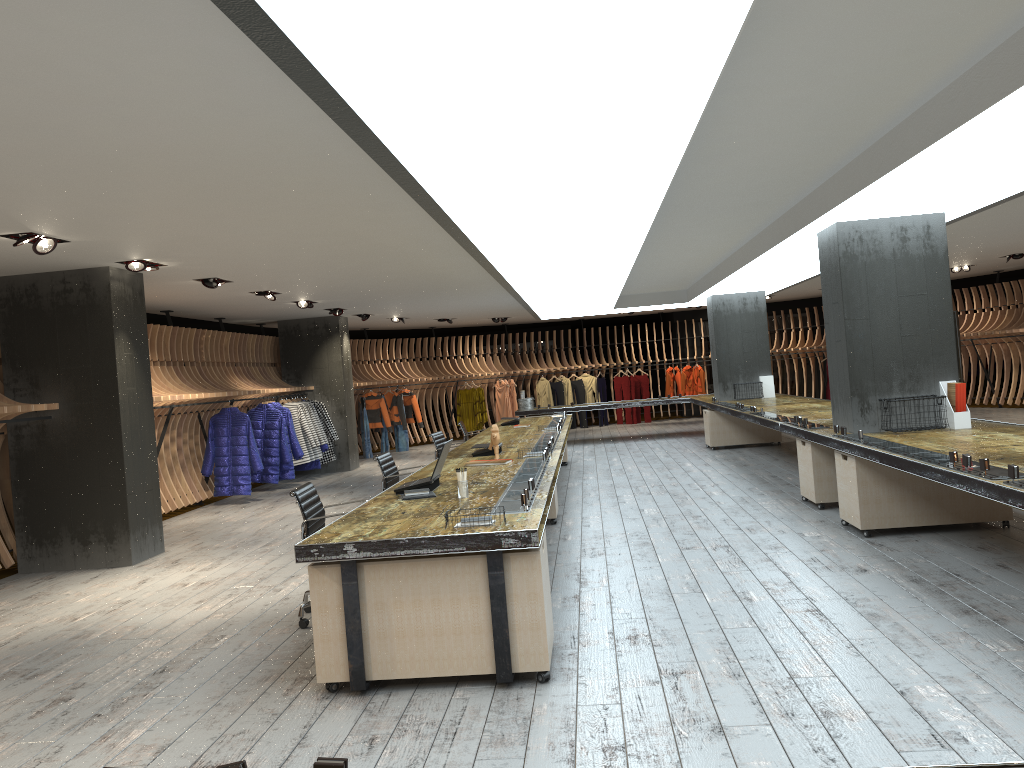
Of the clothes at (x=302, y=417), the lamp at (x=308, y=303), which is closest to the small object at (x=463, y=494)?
the lamp at (x=308, y=303)

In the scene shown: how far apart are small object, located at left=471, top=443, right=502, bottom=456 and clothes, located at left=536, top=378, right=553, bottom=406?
13.45m

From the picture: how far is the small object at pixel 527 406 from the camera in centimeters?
1735cm

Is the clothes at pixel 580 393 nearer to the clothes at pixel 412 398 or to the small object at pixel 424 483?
the clothes at pixel 412 398

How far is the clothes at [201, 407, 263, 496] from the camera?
12.2m

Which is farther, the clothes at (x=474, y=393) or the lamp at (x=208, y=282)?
the clothes at (x=474, y=393)

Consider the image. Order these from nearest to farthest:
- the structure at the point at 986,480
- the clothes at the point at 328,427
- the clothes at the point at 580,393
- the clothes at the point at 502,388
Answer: the structure at the point at 986,480
the clothes at the point at 328,427
the clothes at the point at 502,388
the clothes at the point at 580,393

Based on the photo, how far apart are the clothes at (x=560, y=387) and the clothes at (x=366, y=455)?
5.5m

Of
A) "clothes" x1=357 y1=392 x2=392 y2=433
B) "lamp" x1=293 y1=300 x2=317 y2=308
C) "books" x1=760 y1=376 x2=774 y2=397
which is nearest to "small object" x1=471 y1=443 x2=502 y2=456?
"lamp" x1=293 y1=300 x2=317 y2=308

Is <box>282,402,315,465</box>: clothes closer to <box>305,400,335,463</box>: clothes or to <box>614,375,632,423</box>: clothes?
<box>305,400,335,463</box>: clothes
